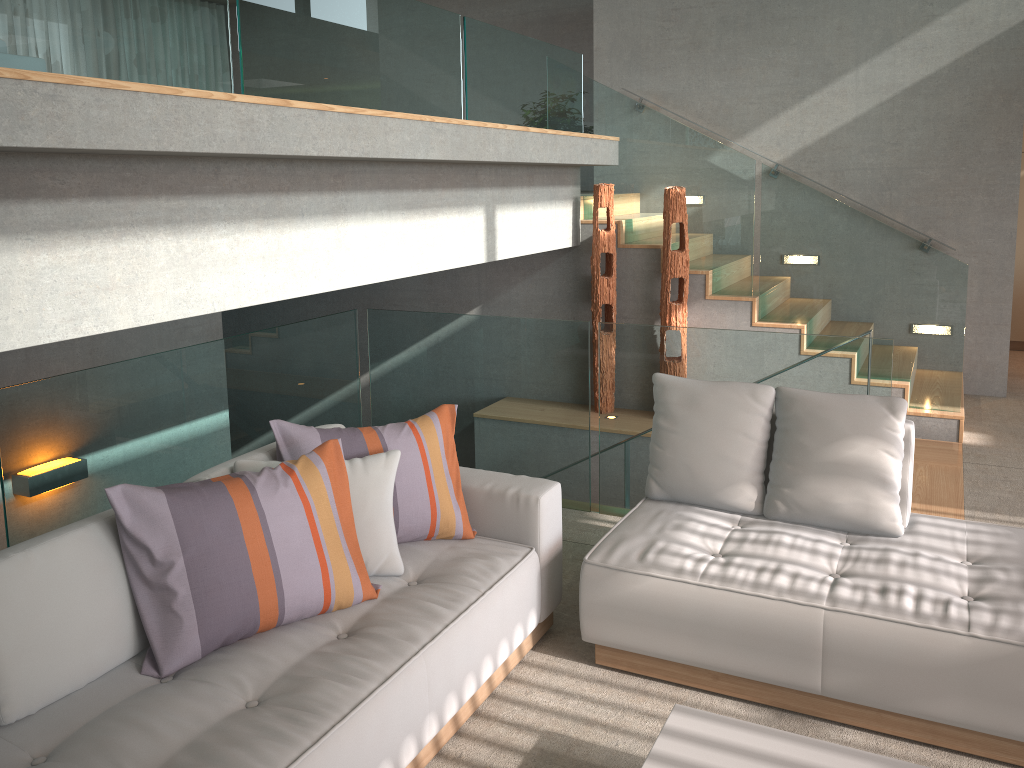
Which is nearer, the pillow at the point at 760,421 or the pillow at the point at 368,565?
the pillow at the point at 368,565

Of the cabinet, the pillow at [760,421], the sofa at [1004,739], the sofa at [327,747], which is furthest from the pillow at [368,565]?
the cabinet

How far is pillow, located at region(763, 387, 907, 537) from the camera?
3.2 meters

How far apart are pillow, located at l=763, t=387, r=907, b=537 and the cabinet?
6.1 meters

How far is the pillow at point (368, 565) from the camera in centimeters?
289cm

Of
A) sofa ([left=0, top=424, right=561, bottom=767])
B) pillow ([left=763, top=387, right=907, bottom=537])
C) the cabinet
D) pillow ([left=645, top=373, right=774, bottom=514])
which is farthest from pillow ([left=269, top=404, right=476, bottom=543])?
the cabinet

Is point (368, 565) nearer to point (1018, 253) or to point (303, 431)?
point (303, 431)

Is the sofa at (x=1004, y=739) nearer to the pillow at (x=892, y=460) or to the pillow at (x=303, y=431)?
the pillow at (x=892, y=460)

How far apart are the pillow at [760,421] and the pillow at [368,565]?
1.1m

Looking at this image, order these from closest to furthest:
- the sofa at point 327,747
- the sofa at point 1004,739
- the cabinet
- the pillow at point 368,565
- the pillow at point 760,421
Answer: the sofa at point 327,747, the sofa at point 1004,739, the pillow at point 368,565, the pillow at point 760,421, the cabinet
